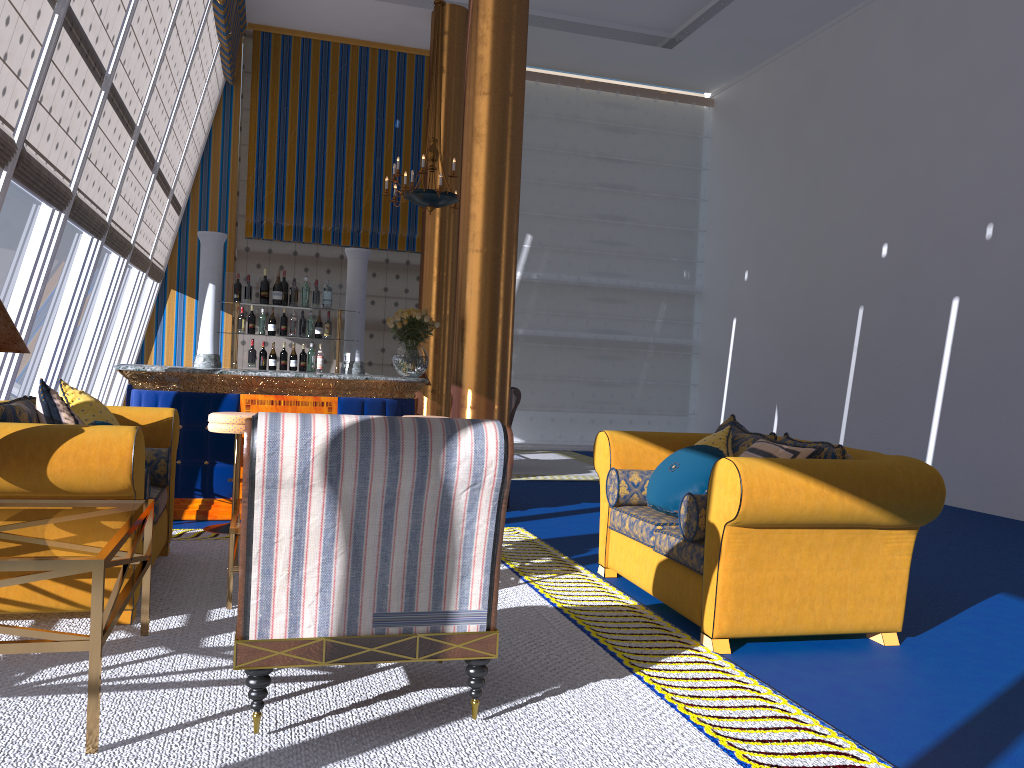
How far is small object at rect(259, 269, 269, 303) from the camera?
7.55m

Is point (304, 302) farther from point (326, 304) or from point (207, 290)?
point (207, 290)

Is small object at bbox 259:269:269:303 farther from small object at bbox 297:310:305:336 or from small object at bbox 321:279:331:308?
small object at bbox 297:310:305:336

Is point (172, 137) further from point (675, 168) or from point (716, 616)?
point (716, 616)

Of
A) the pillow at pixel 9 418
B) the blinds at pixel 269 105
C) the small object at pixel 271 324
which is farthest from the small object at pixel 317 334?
the blinds at pixel 269 105

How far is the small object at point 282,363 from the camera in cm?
762

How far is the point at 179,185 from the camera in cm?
1157

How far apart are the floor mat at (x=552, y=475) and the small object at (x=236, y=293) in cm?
369

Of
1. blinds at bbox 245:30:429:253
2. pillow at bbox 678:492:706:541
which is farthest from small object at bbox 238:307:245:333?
blinds at bbox 245:30:429:253

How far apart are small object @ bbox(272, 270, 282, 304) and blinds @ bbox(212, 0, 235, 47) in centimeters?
407cm
